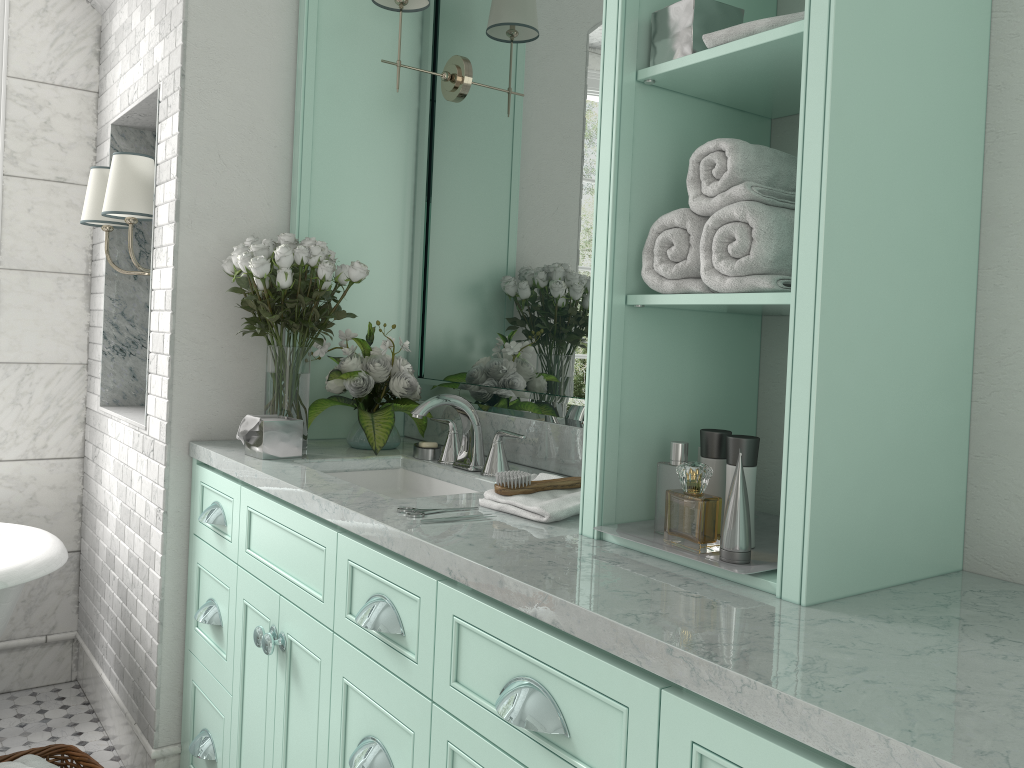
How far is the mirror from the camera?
2.4 meters

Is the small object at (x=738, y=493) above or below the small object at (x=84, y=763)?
above

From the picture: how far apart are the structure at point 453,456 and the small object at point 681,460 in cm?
100

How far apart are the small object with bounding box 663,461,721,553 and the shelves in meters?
1.1 m

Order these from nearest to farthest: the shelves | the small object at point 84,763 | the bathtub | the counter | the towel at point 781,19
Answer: the counter < the shelves < the towel at point 781,19 < the small object at point 84,763 < the bathtub

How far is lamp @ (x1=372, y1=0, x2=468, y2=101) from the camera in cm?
279

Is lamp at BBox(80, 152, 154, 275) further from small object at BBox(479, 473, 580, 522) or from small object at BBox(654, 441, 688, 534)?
small object at BBox(654, 441, 688, 534)

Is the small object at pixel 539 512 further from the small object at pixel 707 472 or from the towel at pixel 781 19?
the small object at pixel 707 472

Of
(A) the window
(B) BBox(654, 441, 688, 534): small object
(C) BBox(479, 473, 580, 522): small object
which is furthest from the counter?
(A) the window

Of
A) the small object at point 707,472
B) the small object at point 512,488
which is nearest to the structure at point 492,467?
the small object at point 512,488
